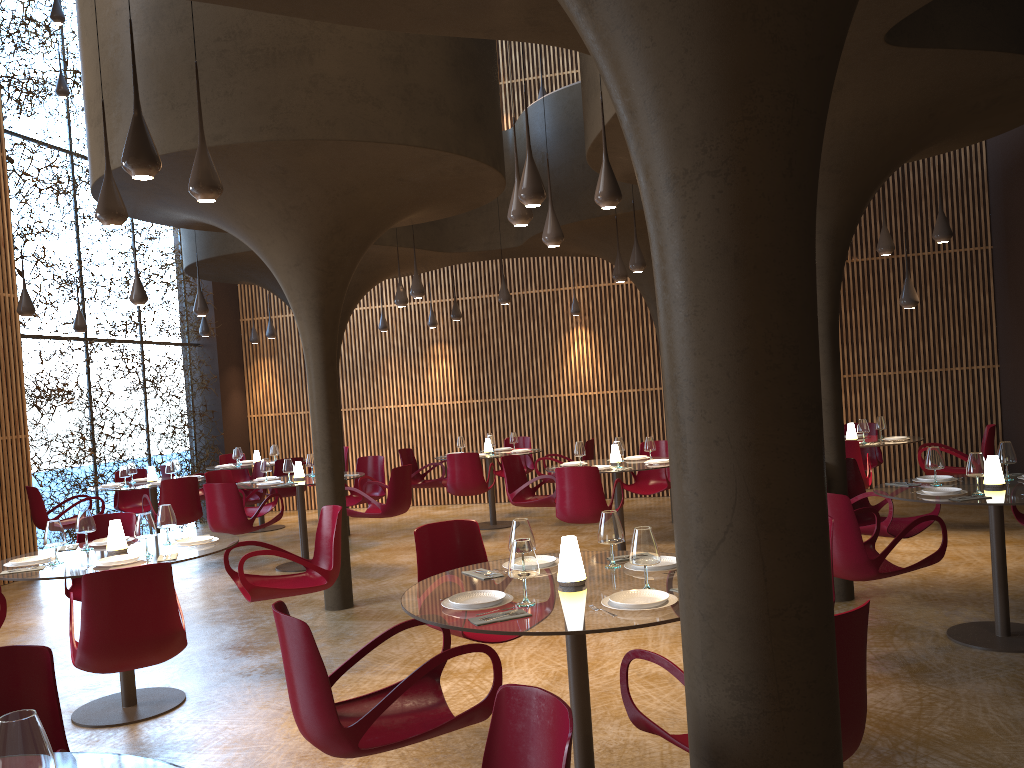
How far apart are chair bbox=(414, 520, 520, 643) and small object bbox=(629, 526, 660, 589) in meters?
1.4

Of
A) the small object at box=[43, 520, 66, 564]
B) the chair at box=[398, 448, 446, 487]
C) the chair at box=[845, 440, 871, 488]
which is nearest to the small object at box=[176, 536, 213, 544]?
the small object at box=[43, 520, 66, 564]

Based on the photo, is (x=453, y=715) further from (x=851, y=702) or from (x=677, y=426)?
(x=677, y=426)

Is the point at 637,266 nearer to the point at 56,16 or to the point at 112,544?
the point at 112,544

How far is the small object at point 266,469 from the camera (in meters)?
11.36

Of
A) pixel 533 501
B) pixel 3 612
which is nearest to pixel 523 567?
pixel 3 612

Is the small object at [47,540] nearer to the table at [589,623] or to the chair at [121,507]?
the table at [589,623]

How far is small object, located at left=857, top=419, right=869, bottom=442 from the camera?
10.9m

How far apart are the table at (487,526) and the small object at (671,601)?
9.7m

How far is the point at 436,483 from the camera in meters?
13.6
